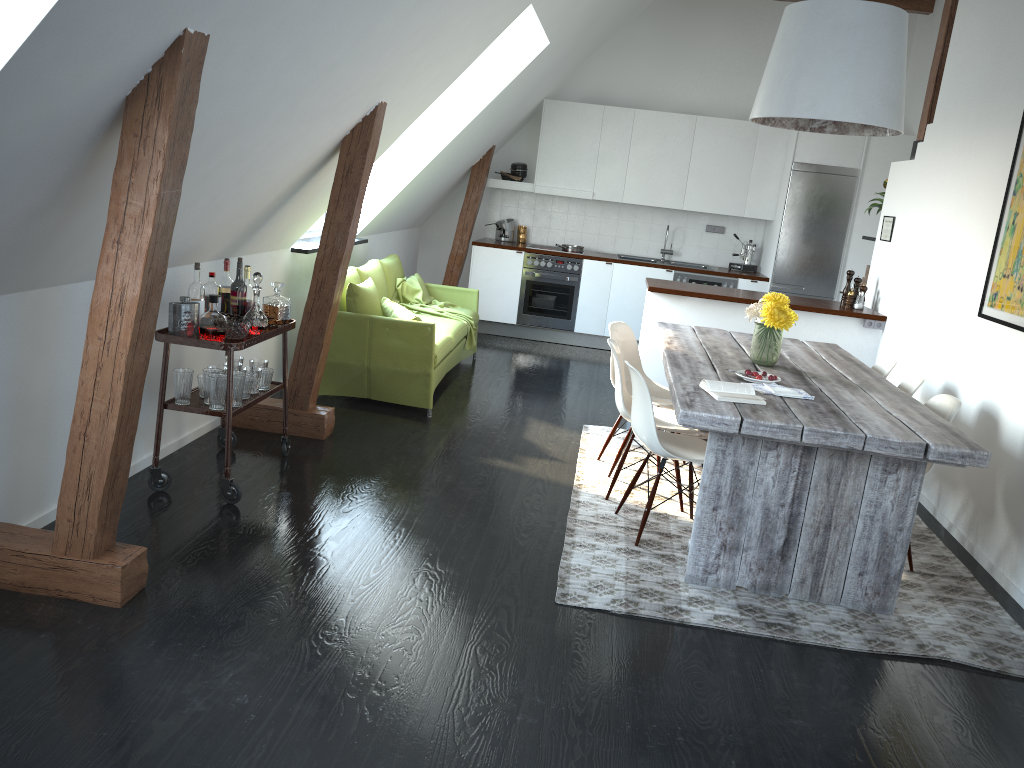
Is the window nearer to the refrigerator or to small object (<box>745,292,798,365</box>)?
small object (<box>745,292,798,365</box>)

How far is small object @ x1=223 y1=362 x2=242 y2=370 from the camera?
4.3 meters

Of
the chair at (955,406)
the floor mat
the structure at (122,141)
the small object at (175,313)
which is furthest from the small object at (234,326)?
the chair at (955,406)

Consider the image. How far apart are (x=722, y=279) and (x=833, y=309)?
2.4m

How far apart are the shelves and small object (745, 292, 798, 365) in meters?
2.3

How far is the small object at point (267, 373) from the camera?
4.3 meters

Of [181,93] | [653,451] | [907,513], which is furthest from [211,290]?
[907,513]

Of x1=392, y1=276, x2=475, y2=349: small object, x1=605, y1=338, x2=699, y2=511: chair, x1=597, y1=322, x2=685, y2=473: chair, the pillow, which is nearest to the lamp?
x1=605, y1=338, x2=699, y2=511: chair

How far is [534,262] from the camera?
8.8m

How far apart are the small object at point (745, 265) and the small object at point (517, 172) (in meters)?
2.37
